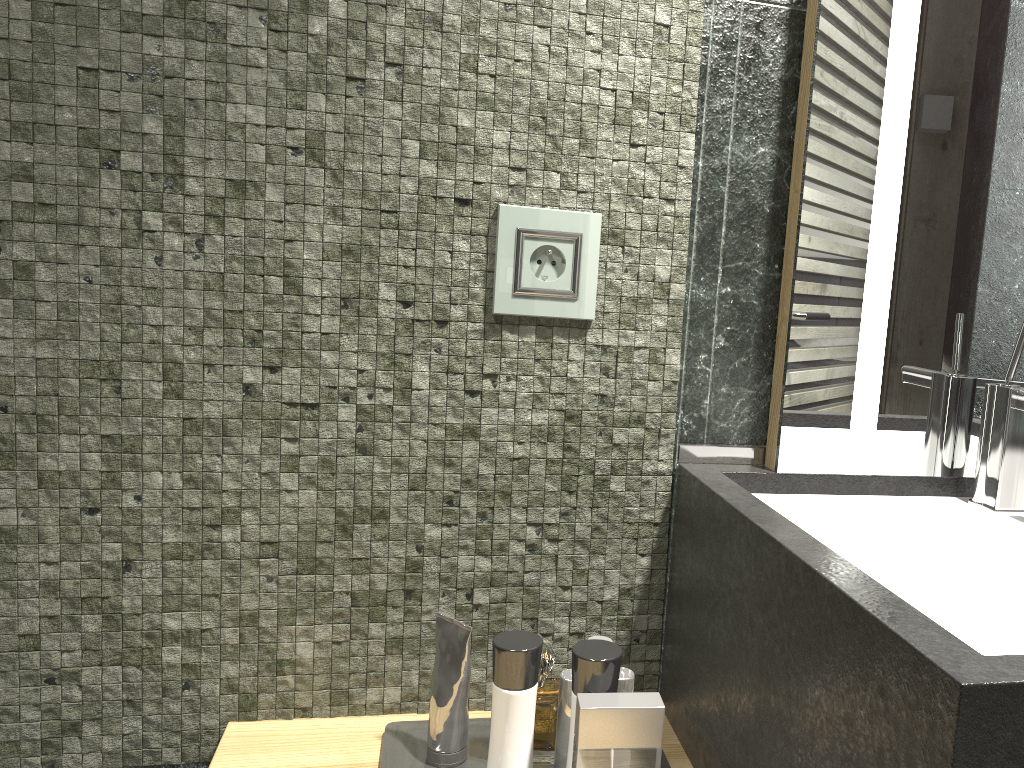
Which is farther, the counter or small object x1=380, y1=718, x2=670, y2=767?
small object x1=380, y1=718, x2=670, y2=767

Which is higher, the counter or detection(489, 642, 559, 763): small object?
the counter

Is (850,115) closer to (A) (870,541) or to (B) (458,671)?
(A) (870,541)

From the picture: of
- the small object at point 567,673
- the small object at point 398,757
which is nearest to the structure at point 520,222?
Answer: the small object at point 398,757

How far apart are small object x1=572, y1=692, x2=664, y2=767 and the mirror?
0.3m

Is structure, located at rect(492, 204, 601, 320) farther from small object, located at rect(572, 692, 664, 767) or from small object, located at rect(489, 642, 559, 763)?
small object, located at rect(489, 642, 559, 763)

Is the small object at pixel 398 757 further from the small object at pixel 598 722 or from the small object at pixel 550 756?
the small object at pixel 550 756

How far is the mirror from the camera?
1.0m

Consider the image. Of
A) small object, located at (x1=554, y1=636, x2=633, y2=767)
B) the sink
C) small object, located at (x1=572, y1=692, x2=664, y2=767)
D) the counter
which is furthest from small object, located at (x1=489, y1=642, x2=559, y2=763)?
the sink

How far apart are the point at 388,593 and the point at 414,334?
0.32m
